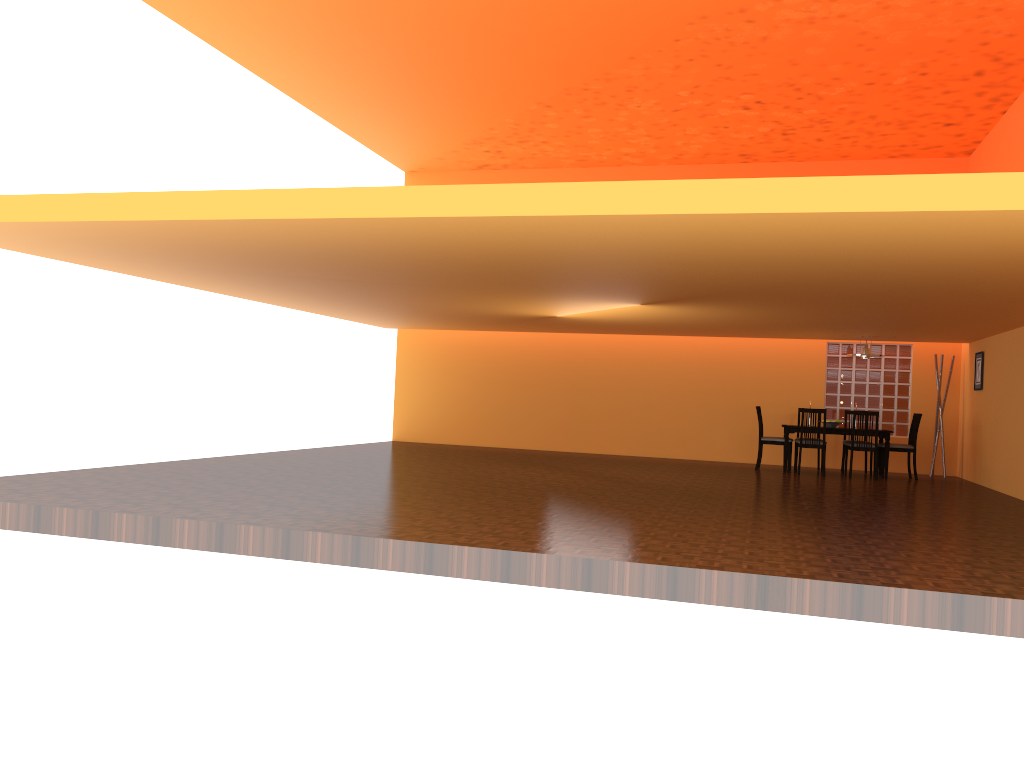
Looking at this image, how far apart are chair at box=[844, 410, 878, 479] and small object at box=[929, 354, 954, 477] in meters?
1.6 m

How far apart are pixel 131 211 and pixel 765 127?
8.01m

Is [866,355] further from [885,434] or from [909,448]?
[909,448]

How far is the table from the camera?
10.5 meters

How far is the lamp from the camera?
10.7m

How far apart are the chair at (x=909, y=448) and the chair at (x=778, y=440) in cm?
117

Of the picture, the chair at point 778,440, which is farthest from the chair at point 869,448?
the picture

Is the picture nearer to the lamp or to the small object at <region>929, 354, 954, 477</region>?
the small object at <region>929, 354, 954, 477</region>

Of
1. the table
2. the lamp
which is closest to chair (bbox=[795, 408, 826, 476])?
the table

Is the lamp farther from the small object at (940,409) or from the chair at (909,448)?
the small object at (940,409)
